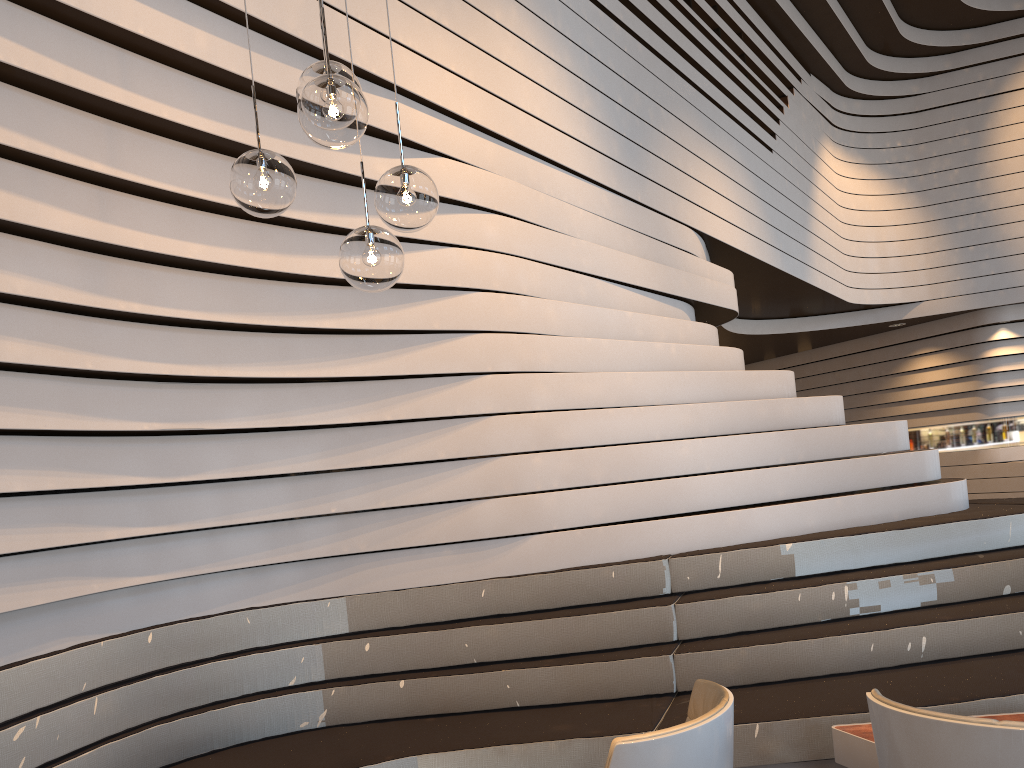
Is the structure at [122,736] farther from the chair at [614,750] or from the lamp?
the lamp

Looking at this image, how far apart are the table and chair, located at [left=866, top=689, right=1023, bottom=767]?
0.9m

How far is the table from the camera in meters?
2.8

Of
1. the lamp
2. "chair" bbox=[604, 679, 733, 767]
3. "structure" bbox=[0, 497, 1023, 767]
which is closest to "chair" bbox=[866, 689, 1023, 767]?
"chair" bbox=[604, 679, 733, 767]

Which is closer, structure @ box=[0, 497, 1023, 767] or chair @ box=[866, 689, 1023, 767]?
chair @ box=[866, 689, 1023, 767]

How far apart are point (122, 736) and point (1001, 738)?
2.8m

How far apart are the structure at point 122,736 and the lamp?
1.6m

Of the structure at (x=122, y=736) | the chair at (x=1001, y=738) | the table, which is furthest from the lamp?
the table

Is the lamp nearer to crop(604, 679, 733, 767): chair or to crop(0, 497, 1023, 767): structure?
crop(604, 679, 733, 767): chair

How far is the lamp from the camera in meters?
2.1
